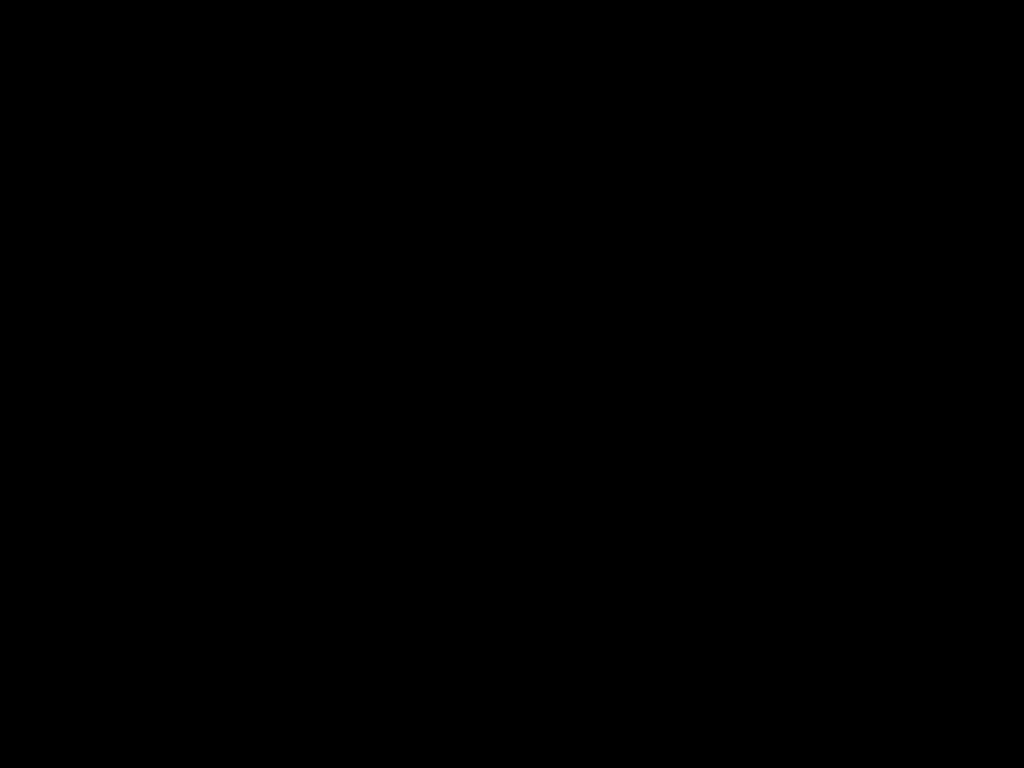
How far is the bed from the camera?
0.26m

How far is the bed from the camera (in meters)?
0.26

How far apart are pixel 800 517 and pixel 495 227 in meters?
0.8 m
